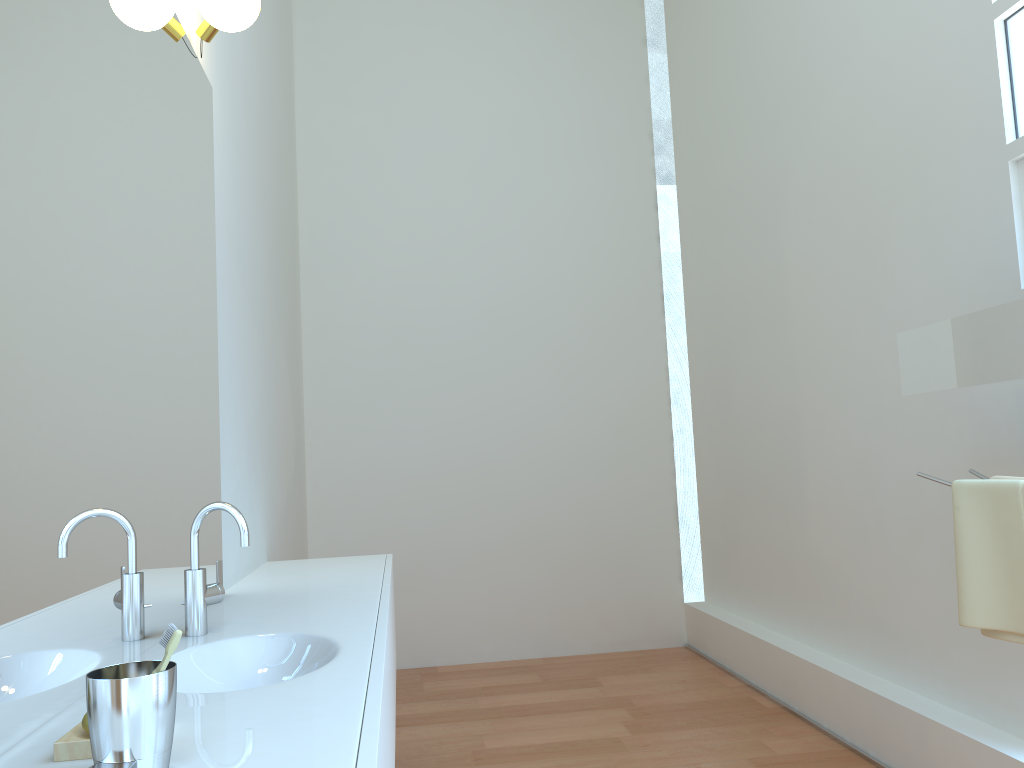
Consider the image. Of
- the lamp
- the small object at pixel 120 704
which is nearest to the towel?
the small object at pixel 120 704

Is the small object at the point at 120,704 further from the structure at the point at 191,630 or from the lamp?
the lamp

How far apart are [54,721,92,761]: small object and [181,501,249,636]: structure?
0.7m

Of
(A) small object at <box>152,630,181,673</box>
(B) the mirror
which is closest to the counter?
(A) small object at <box>152,630,181,673</box>

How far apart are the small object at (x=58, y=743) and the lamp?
1.74m

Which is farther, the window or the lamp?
the window

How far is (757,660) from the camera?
3.95m

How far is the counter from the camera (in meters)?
1.04

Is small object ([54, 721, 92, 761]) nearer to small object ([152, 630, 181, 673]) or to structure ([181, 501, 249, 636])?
small object ([152, 630, 181, 673])

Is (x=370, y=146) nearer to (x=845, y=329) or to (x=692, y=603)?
(x=845, y=329)
